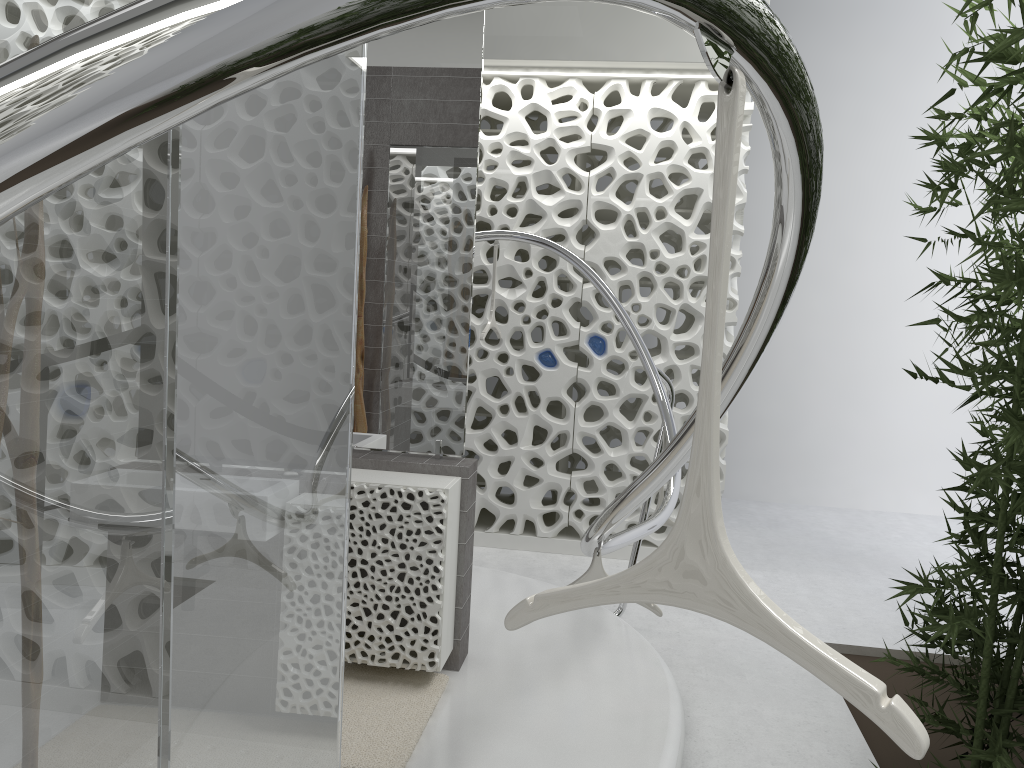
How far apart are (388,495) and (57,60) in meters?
Result: 3.0

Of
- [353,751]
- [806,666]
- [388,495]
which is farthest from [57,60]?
[388,495]

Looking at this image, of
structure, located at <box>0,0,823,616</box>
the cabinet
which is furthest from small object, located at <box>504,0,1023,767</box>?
the cabinet

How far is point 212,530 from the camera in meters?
1.4 m

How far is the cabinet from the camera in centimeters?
333cm

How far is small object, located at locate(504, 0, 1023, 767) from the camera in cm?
76

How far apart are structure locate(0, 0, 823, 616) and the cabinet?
0.6 meters

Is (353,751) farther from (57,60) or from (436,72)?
(57,60)

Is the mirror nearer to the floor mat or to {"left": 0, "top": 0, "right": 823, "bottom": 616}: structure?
{"left": 0, "top": 0, "right": 823, "bottom": 616}: structure

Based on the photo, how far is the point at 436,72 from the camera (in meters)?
3.55
